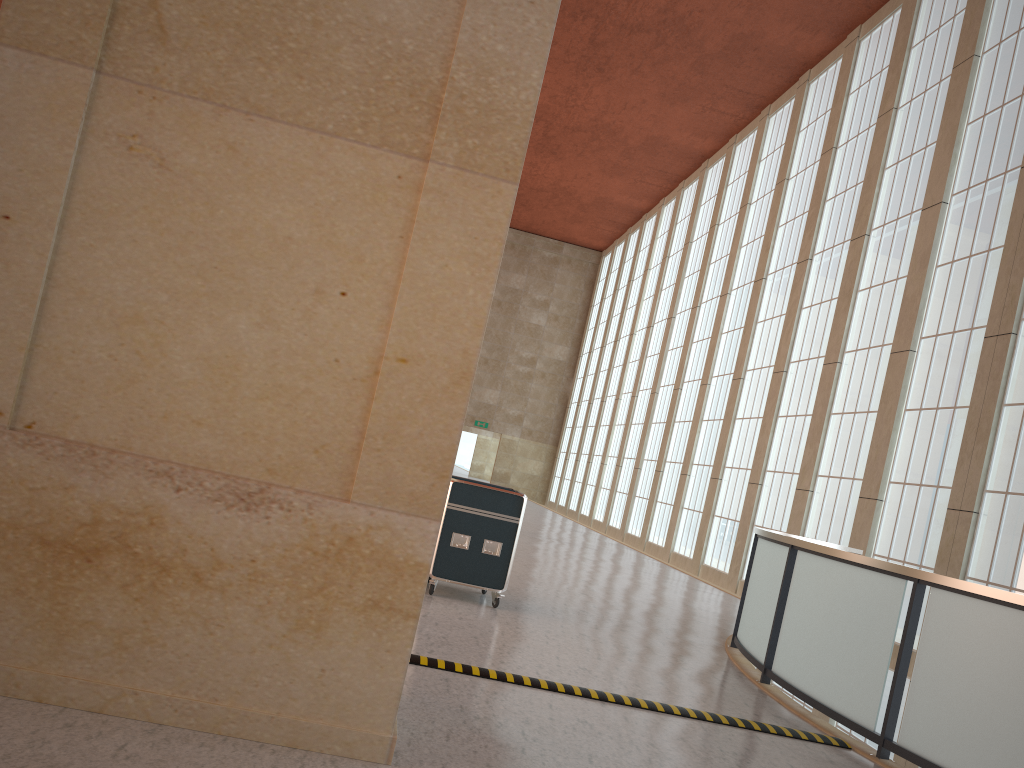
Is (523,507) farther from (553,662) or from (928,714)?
(928,714)

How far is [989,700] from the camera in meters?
7.0 m

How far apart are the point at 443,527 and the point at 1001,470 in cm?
1125

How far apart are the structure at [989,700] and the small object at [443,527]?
3.17m

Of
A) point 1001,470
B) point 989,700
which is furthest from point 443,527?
point 1001,470

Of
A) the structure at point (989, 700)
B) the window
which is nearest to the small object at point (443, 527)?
the structure at point (989, 700)

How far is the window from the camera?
16.5 meters

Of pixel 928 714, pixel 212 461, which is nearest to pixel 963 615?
pixel 928 714

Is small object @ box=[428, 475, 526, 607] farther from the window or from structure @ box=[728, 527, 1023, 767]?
the window

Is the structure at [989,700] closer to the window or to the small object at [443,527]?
the window
